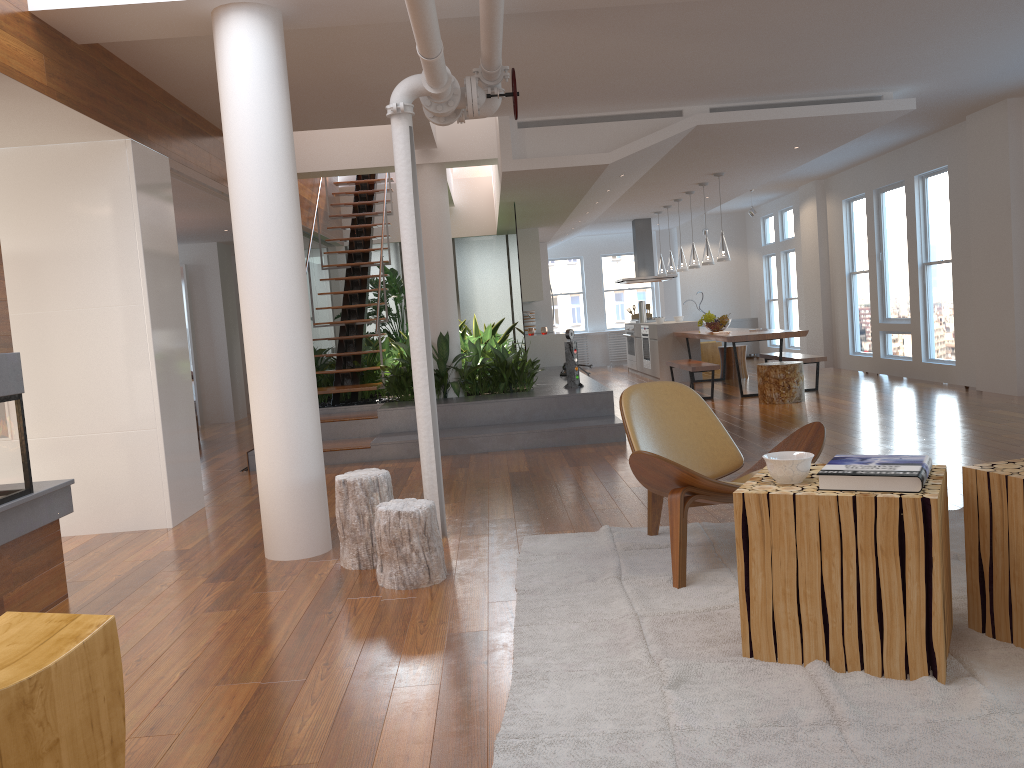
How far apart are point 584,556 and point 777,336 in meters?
6.3 m

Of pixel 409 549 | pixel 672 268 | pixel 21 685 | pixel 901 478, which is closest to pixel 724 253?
pixel 672 268

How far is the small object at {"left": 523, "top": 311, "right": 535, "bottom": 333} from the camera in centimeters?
1382cm

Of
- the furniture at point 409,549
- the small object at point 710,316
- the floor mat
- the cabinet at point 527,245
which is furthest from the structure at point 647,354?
the furniture at point 409,549

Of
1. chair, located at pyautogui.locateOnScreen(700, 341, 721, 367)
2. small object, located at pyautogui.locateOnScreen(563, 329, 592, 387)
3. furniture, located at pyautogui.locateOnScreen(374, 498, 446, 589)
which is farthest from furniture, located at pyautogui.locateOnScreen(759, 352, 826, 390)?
furniture, located at pyautogui.locateOnScreen(374, 498, 446, 589)

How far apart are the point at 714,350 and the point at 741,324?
2.3 meters

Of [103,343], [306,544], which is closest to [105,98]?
[103,343]

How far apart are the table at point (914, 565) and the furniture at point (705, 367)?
7.0 meters

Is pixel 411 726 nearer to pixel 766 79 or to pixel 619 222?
pixel 766 79

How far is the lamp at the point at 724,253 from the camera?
10.1m
